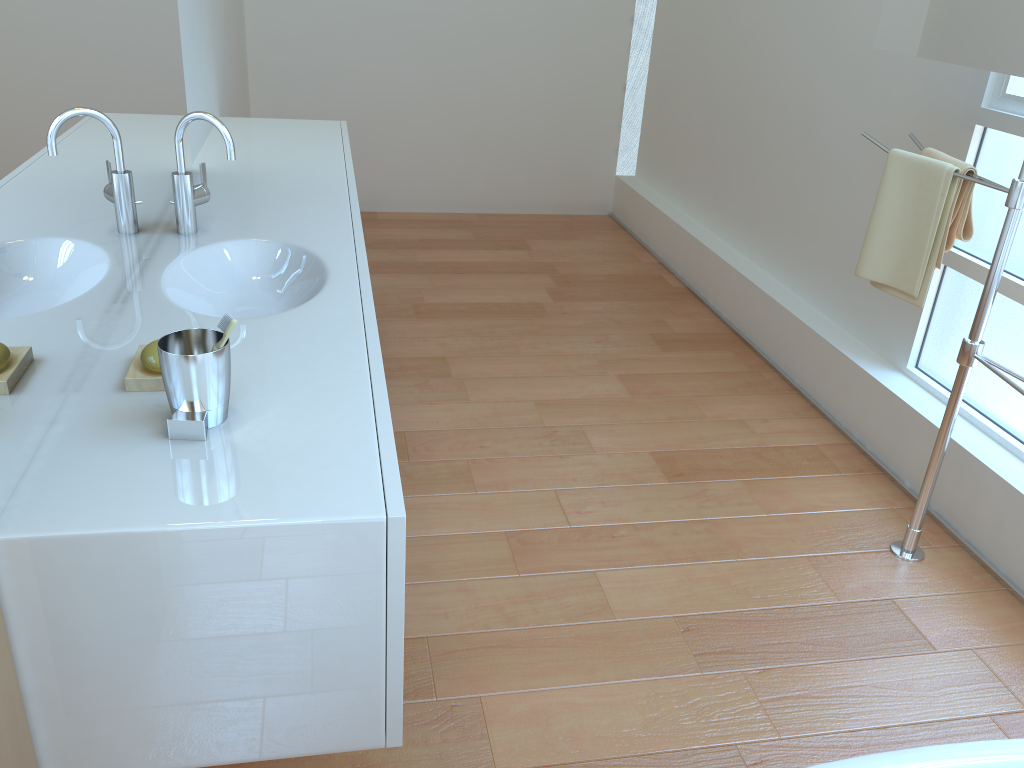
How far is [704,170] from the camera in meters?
4.3 m

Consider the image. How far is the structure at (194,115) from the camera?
1.8 meters

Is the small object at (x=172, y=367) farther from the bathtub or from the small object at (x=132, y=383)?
the bathtub

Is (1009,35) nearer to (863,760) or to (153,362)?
(863,760)

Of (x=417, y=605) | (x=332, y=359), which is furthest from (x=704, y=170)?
(x=332, y=359)

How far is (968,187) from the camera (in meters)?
2.14

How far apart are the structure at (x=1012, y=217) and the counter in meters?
1.4

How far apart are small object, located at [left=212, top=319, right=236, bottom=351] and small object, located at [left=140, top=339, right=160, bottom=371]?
0.2m

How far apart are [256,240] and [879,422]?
1.9 meters

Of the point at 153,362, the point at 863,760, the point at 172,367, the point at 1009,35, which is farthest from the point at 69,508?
the point at 1009,35
